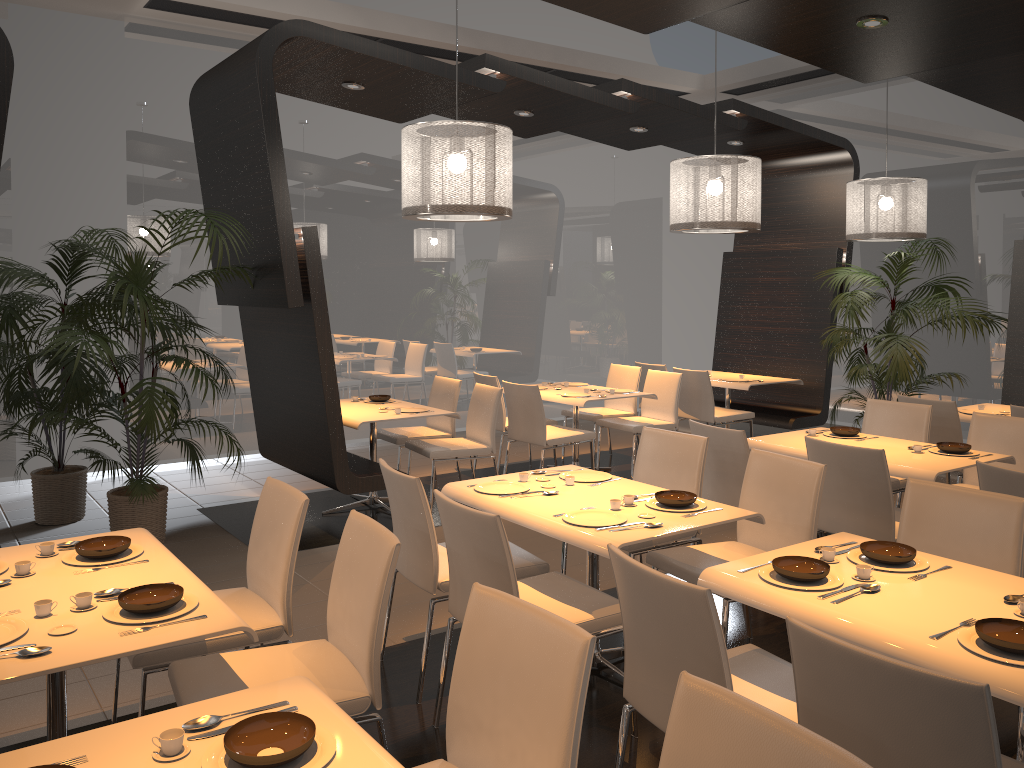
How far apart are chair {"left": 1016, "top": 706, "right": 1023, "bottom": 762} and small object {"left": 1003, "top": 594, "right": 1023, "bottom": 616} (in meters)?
0.49

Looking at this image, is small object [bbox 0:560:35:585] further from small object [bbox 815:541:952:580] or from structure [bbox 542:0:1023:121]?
structure [bbox 542:0:1023:121]

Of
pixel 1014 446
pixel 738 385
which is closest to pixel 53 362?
pixel 738 385

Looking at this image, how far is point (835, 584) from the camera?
2.62m

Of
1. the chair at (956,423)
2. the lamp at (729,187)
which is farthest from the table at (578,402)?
the chair at (956,423)

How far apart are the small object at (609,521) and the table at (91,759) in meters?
1.5 m

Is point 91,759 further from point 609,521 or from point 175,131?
point 175,131

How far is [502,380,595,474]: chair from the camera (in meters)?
6.65

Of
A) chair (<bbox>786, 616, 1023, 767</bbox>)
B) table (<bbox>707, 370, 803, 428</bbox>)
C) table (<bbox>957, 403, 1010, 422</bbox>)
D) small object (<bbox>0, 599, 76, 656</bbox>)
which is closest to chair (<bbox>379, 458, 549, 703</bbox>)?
small object (<bbox>0, 599, 76, 656</bbox>)

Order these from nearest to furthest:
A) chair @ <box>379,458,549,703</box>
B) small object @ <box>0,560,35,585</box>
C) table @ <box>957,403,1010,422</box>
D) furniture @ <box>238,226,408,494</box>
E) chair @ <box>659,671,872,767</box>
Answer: chair @ <box>659,671,872,767</box>
small object @ <box>0,560,35,585</box>
chair @ <box>379,458,549,703</box>
furniture @ <box>238,226,408,494</box>
table @ <box>957,403,1010,422</box>
